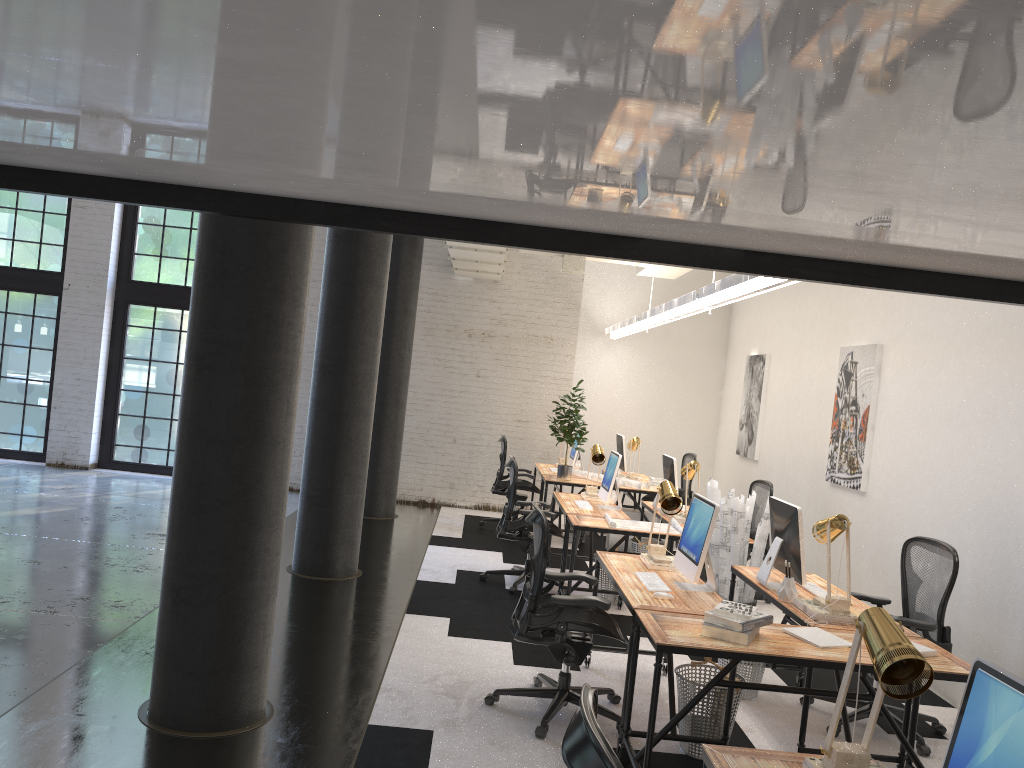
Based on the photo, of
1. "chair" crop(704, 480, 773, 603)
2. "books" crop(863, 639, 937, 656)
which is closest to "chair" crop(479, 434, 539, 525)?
"chair" crop(704, 480, 773, 603)

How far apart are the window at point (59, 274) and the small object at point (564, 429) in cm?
692

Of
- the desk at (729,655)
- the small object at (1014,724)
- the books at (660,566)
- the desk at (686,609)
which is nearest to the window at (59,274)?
the desk at (686,609)

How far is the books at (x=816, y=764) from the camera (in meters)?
2.40

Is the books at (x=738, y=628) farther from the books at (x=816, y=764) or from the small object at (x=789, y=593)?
the books at (x=816, y=764)

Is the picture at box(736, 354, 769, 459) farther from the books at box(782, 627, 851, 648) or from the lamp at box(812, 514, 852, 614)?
the books at box(782, 627, 851, 648)

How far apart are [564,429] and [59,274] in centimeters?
719cm

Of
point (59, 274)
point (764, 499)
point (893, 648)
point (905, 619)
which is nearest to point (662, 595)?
point (905, 619)

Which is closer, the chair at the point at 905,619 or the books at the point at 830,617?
the books at the point at 830,617

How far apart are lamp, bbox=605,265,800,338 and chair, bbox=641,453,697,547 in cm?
170
